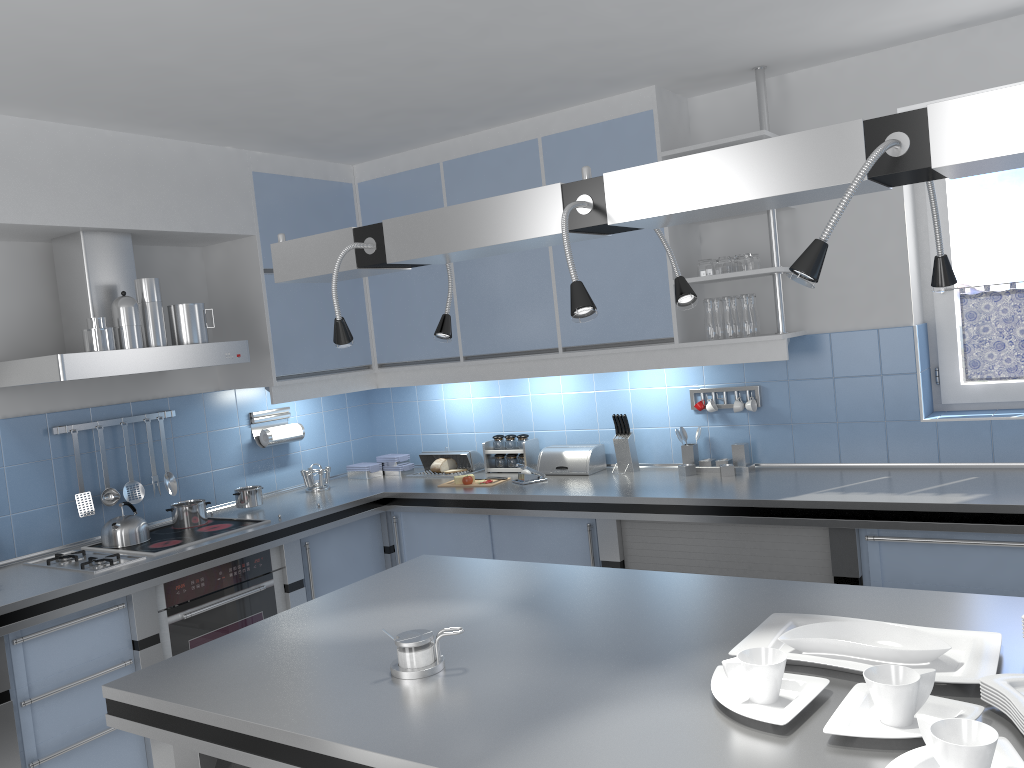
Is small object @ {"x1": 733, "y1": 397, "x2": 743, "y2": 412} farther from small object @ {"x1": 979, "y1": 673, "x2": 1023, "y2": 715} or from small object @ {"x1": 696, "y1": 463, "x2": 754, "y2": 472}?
small object @ {"x1": 979, "y1": 673, "x2": 1023, "y2": 715}

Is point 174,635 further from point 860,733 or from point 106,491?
point 860,733

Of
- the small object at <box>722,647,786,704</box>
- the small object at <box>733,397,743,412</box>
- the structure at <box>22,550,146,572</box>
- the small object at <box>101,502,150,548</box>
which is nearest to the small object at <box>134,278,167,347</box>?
the small object at <box>101,502,150,548</box>

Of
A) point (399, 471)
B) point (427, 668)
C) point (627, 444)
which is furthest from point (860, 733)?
point (399, 471)

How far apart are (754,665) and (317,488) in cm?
349

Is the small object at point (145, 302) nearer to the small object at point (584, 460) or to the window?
the small object at point (584, 460)

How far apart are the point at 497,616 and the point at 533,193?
1.1 meters

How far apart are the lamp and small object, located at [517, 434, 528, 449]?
2.4 meters

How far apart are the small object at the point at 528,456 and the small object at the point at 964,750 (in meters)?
3.35

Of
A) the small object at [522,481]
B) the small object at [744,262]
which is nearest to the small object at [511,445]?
the small object at [522,481]
